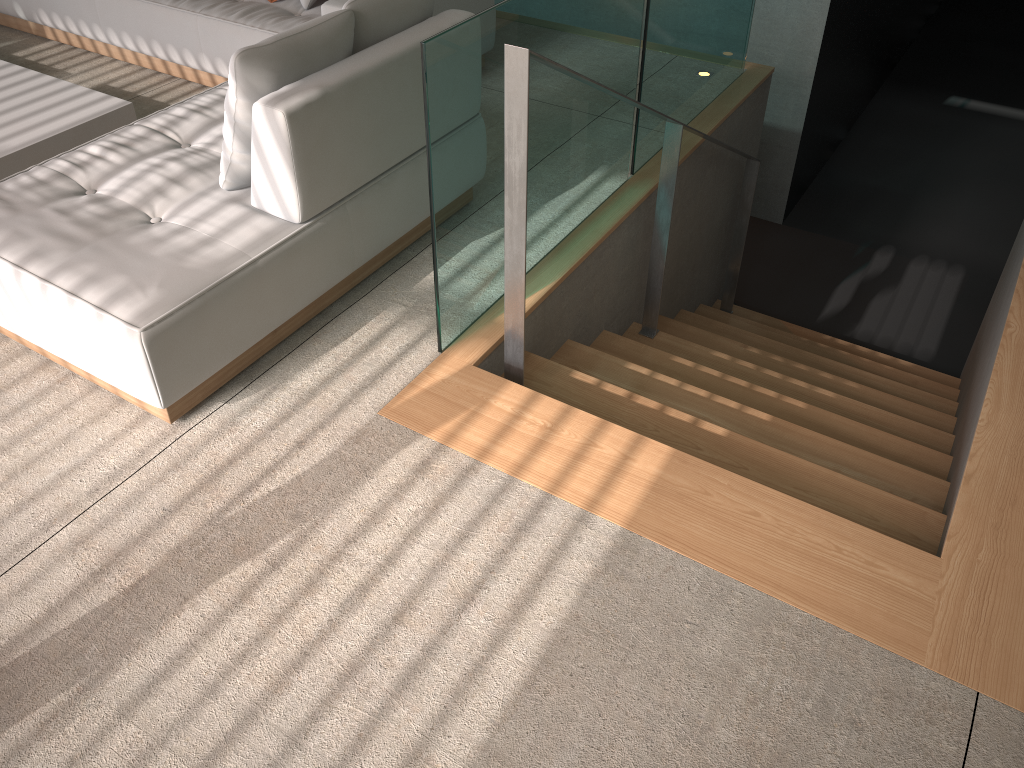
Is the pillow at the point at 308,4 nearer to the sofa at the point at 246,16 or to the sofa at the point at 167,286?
the sofa at the point at 246,16

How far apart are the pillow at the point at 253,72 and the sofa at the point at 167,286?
0.02m

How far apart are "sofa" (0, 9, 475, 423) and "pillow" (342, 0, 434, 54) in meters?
0.0

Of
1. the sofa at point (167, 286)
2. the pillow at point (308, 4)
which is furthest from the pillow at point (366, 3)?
the pillow at point (308, 4)

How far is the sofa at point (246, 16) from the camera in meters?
3.9 m

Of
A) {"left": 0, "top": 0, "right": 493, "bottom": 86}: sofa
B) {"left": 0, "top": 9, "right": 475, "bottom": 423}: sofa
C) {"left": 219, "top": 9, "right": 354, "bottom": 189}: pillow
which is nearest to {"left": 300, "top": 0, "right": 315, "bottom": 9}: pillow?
{"left": 0, "top": 0, "right": 493, "bottom": 86}: sofa

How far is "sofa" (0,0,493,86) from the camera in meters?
3.9

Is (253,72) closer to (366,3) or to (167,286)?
(366,3)

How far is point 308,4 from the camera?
4.04m

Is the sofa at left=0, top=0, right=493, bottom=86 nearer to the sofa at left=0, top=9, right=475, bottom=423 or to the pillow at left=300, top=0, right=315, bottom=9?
the pillow at left=300, top=0, right=315, bottom=9
